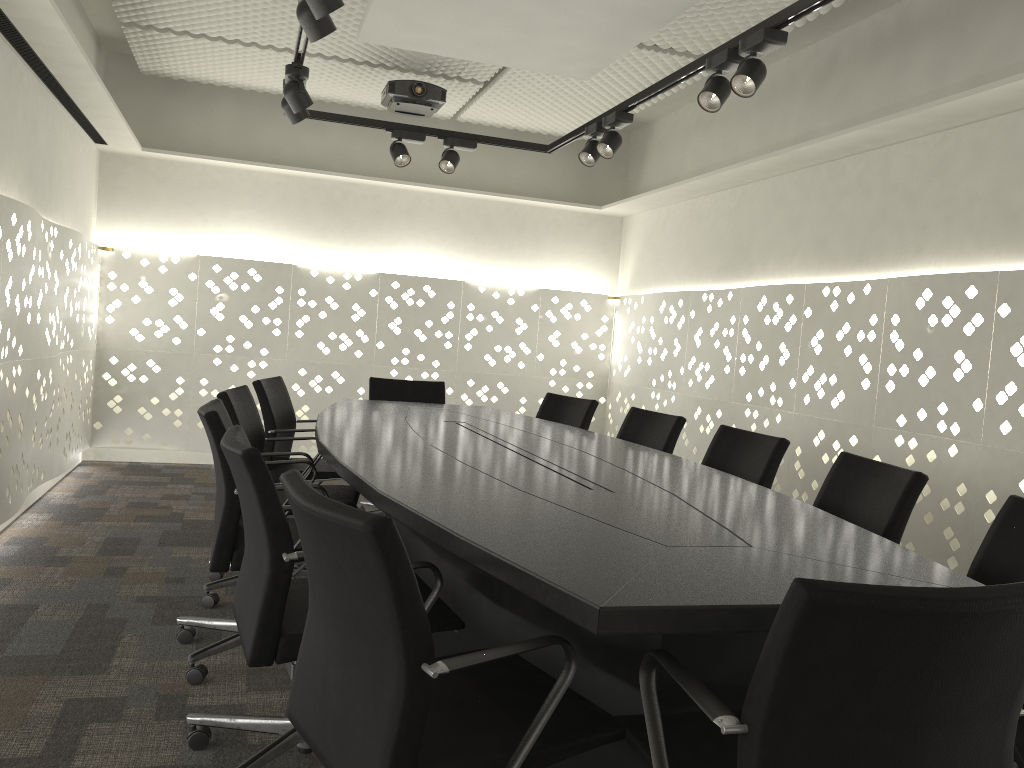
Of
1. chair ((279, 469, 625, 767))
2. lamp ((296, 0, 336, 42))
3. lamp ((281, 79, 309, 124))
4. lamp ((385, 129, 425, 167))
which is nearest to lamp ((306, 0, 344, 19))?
lamp ((296, 0, 336, 42))

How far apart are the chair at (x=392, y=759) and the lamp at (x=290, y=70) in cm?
253

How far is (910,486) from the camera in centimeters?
227cm

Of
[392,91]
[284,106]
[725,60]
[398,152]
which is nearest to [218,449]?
[284,106]

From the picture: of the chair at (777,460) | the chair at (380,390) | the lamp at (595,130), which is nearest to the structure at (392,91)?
the lamp at (595,130)

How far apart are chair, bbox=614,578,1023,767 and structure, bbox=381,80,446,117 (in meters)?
4.01

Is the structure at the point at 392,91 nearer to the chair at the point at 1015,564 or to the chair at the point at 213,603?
the chair at the point at 213,603

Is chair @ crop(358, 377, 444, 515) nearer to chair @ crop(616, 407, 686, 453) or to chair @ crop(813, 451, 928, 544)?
chair @ crop(616, 407, 686, 453)

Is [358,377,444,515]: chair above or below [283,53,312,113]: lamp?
below

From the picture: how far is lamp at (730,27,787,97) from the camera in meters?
2.8 m
